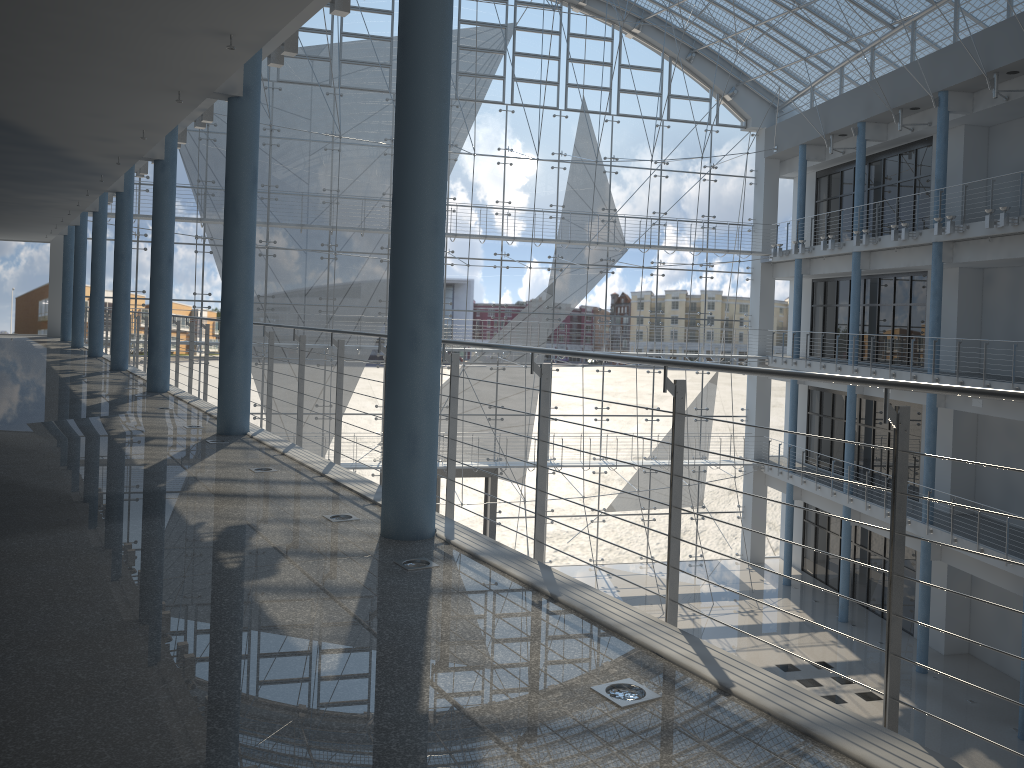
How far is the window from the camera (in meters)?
3.84

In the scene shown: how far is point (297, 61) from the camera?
3.8m

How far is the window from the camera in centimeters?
384cm

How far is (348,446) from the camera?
4.03m
